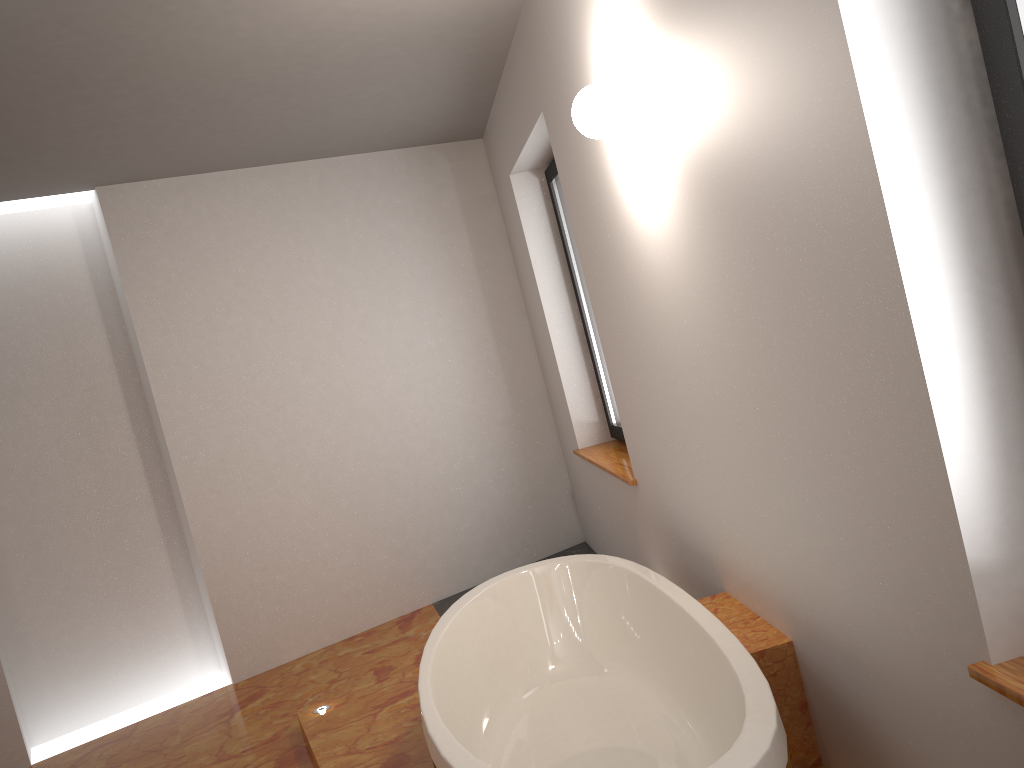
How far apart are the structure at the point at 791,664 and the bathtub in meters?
0.1

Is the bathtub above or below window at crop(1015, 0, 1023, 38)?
below

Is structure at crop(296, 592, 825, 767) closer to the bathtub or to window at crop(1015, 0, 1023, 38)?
the bathtub

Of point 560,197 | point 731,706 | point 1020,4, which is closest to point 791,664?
point 731,706

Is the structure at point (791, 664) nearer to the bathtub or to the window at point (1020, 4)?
the bathtub

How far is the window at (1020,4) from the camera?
1.21m

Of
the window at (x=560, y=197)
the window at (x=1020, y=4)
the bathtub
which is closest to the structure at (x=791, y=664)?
the bathtub

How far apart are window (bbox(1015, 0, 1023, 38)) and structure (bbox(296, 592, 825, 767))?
1.51m

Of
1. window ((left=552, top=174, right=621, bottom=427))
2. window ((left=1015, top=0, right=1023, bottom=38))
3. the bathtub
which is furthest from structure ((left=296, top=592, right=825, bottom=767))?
window ((left=552, top=174, right=621, bottom=427))

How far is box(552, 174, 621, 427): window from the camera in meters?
4.5
